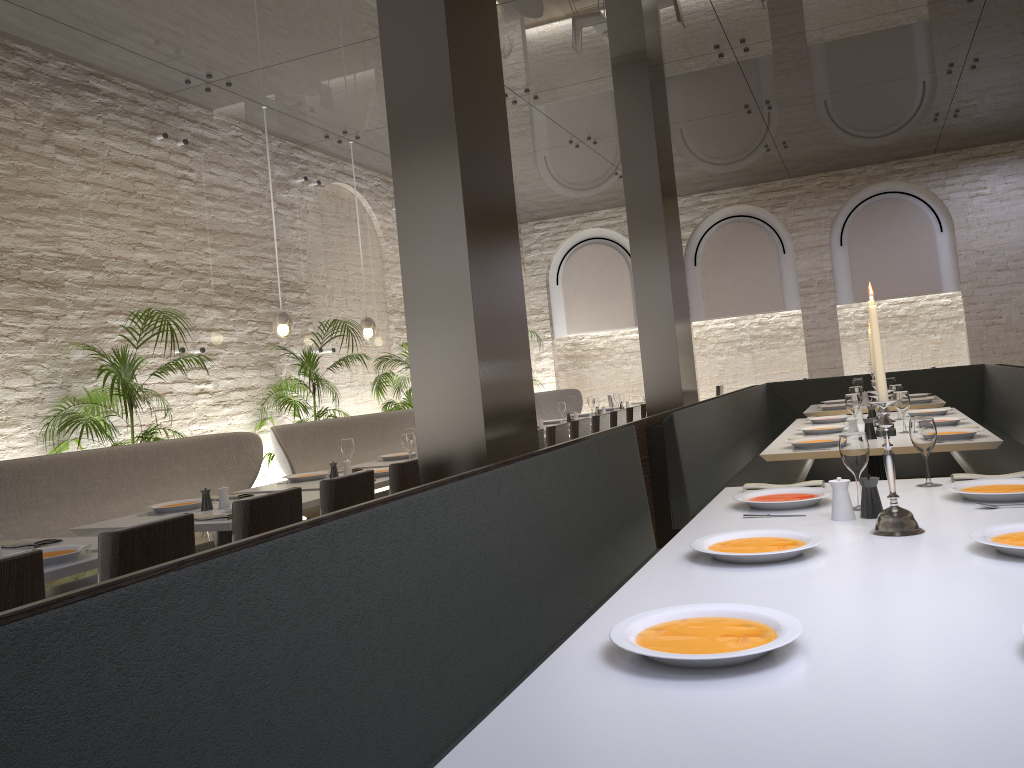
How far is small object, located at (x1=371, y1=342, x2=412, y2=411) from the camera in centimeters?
929cm

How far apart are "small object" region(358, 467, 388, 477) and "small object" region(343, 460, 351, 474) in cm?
18

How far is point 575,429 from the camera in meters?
7.0 m

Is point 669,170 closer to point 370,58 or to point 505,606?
point 370,58

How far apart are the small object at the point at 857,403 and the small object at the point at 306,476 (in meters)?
3.20

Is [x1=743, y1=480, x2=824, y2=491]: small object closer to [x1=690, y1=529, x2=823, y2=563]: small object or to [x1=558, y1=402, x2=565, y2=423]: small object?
[x1=690, y1=529, x2=823, y2=563]: small object

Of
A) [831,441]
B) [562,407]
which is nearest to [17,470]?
[831,441]

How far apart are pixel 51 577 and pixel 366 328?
6.0m

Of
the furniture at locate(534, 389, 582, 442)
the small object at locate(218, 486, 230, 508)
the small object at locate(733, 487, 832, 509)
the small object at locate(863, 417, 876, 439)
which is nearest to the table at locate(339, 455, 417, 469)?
the small object at locate(218, 486, 230, 508)

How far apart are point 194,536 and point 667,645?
2.1m
